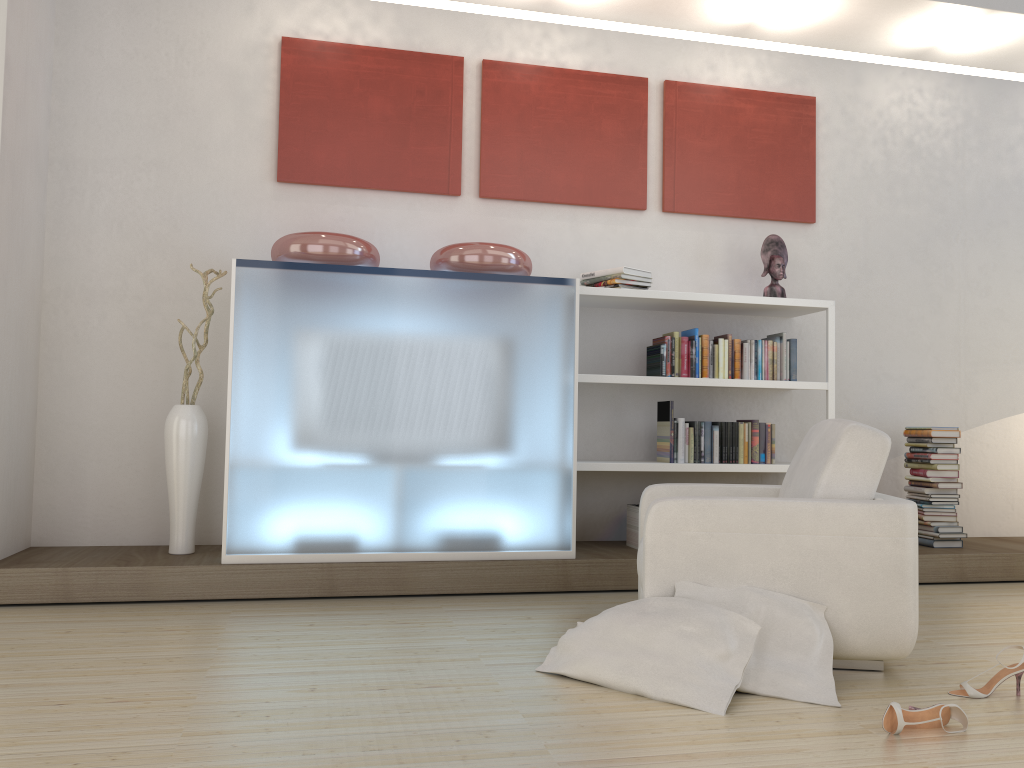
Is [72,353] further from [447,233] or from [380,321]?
[447,233]

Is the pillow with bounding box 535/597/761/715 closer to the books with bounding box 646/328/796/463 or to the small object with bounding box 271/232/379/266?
the books with bounding box 646/328/796/463

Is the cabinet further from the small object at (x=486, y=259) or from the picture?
the picture

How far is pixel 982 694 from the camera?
2.72m

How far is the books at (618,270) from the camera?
4.8 meters

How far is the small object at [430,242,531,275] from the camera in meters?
4.4

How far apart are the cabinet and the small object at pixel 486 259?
0.11m

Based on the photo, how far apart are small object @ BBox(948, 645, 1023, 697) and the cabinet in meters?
1.9 m

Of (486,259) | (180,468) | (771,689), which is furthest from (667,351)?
(180,468)

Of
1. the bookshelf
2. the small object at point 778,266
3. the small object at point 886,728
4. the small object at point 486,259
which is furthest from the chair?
the small object at point 778,266
